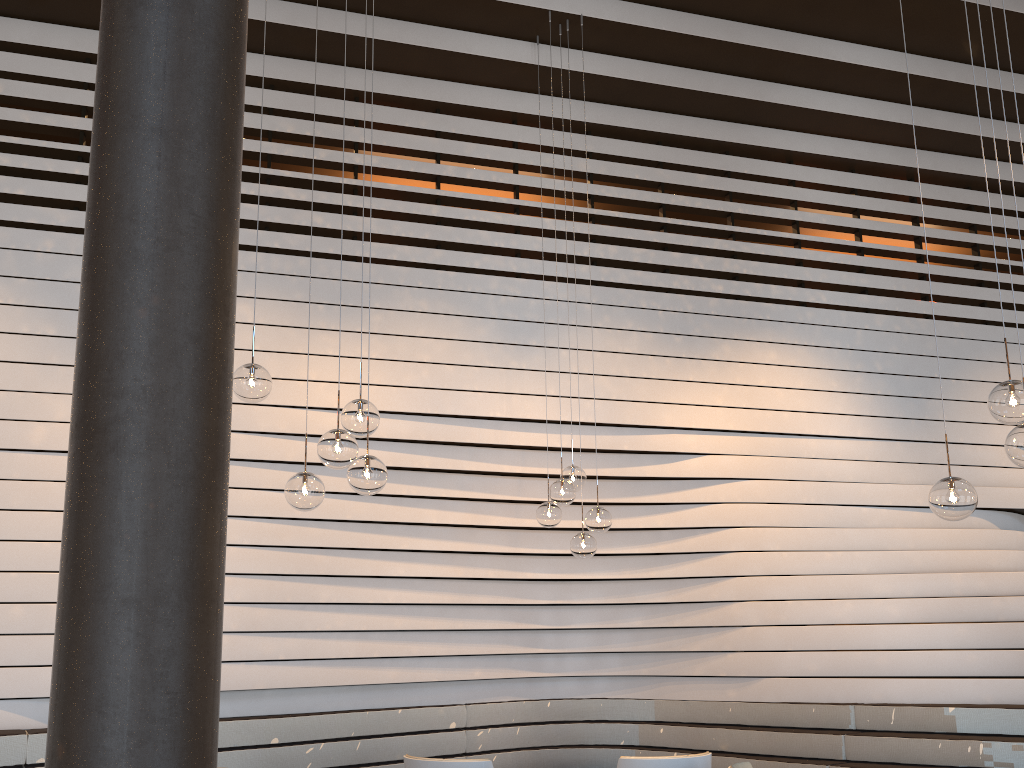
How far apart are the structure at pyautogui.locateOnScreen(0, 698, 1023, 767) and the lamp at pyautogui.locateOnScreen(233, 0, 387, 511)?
2.33m

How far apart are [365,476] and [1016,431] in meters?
2.4

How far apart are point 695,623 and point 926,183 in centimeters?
450cm

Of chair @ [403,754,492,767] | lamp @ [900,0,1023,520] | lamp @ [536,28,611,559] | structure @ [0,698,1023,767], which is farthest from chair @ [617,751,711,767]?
lamp @ [900,0,1023,520]

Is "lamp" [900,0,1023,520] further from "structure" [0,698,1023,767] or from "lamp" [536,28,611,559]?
A: "structure" [0,698,1023,767]

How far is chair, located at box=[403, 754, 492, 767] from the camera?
4.4 meters

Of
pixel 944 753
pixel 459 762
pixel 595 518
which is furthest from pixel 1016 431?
pixel 944 753

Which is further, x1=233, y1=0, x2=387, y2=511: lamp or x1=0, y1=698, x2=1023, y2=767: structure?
x1=0, y1=698, x2=1023, y2=767: structure

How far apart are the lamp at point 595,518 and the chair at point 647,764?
1.21m

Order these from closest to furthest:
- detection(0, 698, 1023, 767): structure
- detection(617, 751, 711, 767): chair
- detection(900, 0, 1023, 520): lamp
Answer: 1. detection(900, 0, 1023, 520): lamp
2. detection(617, 751, 711, 767): chair
3. detection(0, 698, 1023, 767): structure
